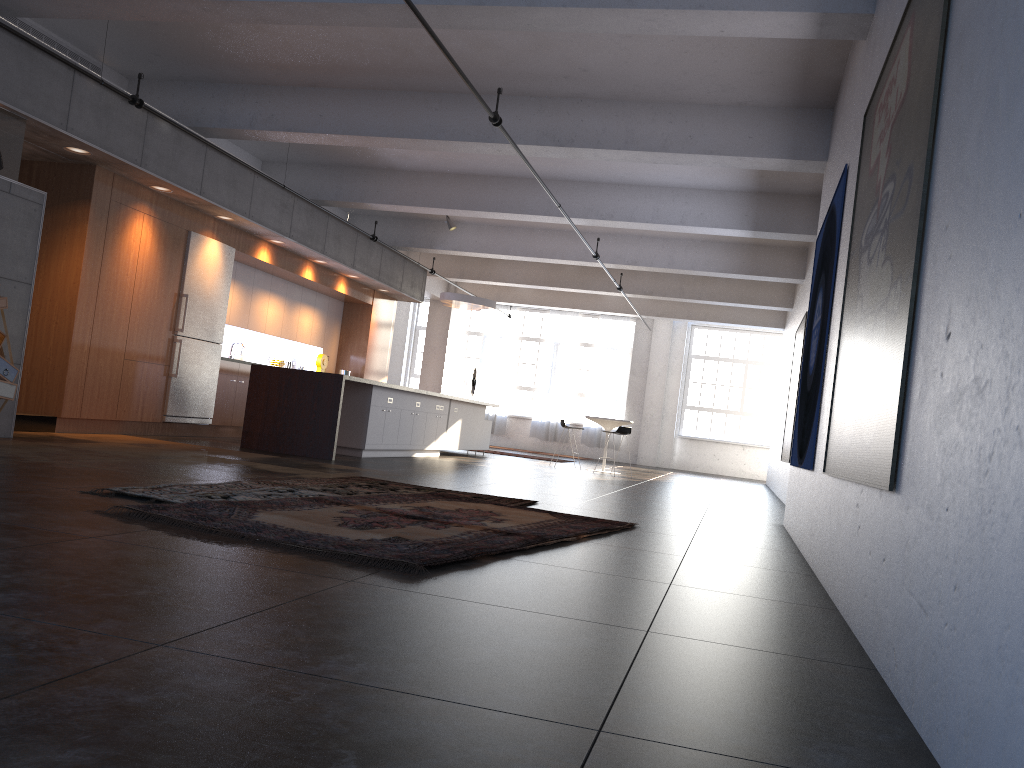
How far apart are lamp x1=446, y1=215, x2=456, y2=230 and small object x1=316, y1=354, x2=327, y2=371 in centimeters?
309cm

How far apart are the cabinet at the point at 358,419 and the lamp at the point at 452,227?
2.88m

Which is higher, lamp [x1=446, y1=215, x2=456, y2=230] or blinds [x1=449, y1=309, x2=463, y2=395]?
lamp [x1=446, y1=215, x2=456, y2=230]

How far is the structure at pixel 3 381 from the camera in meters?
6.7

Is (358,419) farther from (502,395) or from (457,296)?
(502,395)

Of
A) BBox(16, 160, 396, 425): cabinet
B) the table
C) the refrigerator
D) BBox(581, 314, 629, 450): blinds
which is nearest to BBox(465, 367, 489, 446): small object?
BBox(581, 314, 629, 450): blinds

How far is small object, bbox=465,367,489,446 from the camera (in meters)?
21.38

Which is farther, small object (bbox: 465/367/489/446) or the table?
small object (bbox: 465/367/489/446)

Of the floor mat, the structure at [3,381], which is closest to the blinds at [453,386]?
the floor mat

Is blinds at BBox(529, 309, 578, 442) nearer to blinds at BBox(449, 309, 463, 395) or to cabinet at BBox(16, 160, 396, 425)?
blinds at BBox(449, 309, 463, 395)
